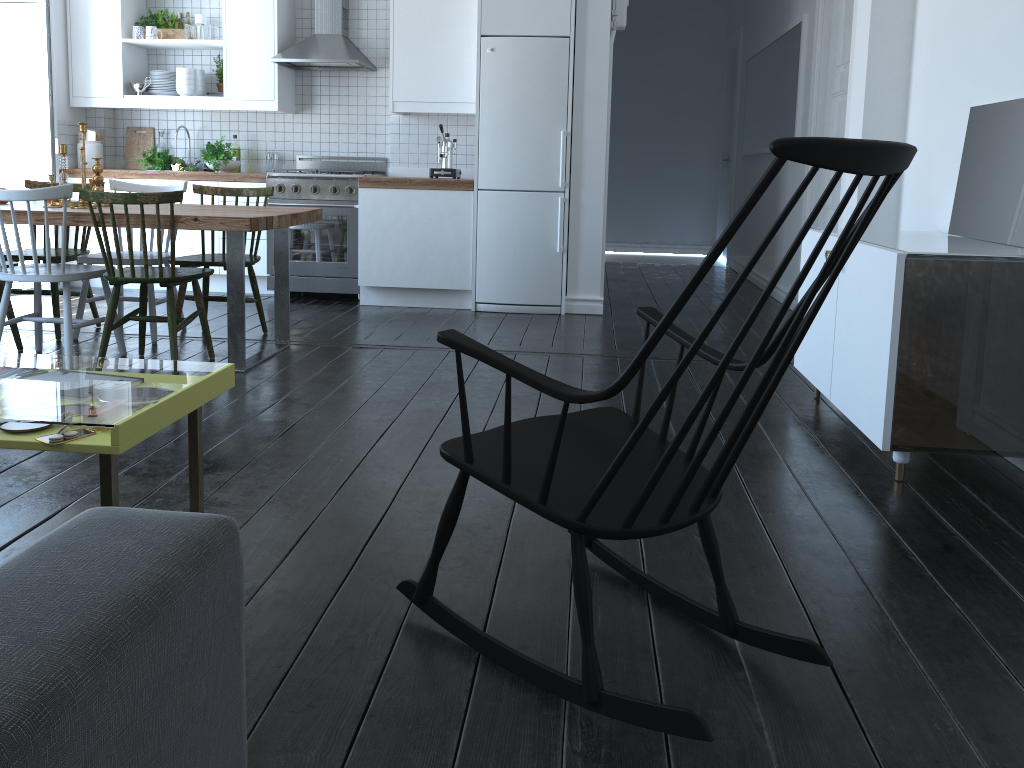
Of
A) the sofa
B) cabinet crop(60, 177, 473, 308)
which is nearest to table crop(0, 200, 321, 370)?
cabinet crop(60, 177, 473, 308)

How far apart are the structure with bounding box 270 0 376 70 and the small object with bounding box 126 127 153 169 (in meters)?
1.28

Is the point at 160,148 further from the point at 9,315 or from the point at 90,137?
the point at 9,315

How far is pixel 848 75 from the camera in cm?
522

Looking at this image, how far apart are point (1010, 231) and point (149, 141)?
6.0 meters

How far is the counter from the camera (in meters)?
5.73

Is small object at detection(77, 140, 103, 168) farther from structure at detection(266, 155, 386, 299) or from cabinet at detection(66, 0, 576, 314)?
structure at detection(266, 155, 386, 299)

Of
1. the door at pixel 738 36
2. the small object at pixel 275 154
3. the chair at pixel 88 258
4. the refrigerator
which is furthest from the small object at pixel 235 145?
the door at pixel 738 36

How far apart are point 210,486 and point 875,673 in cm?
187

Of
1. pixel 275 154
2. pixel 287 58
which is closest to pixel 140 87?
pixel 275 154
